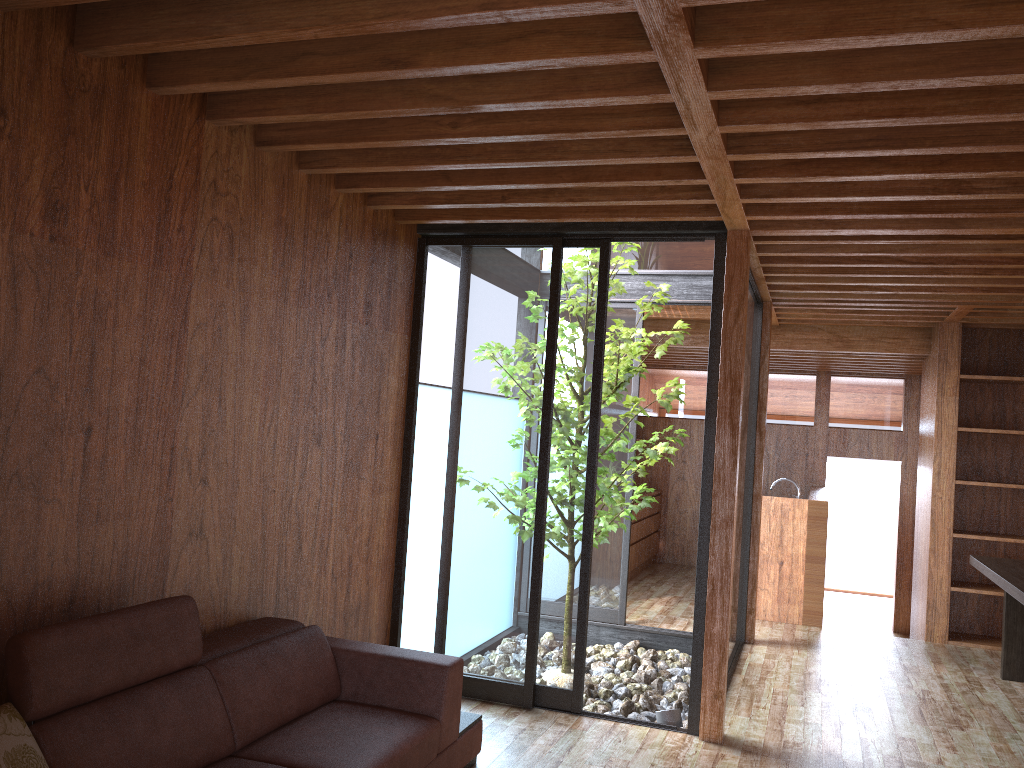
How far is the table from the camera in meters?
4.5 m

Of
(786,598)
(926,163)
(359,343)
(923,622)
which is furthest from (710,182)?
(923,622)

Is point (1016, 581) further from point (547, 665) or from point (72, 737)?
point (72, 737)

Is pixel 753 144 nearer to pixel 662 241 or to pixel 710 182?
pixel 710 182

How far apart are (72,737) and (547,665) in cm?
248

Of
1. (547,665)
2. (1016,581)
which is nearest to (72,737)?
(547,665)

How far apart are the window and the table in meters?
1.4

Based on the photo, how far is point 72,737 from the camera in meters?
2.2 m

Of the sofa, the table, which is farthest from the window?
the table

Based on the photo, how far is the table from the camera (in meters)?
A: 4.50
